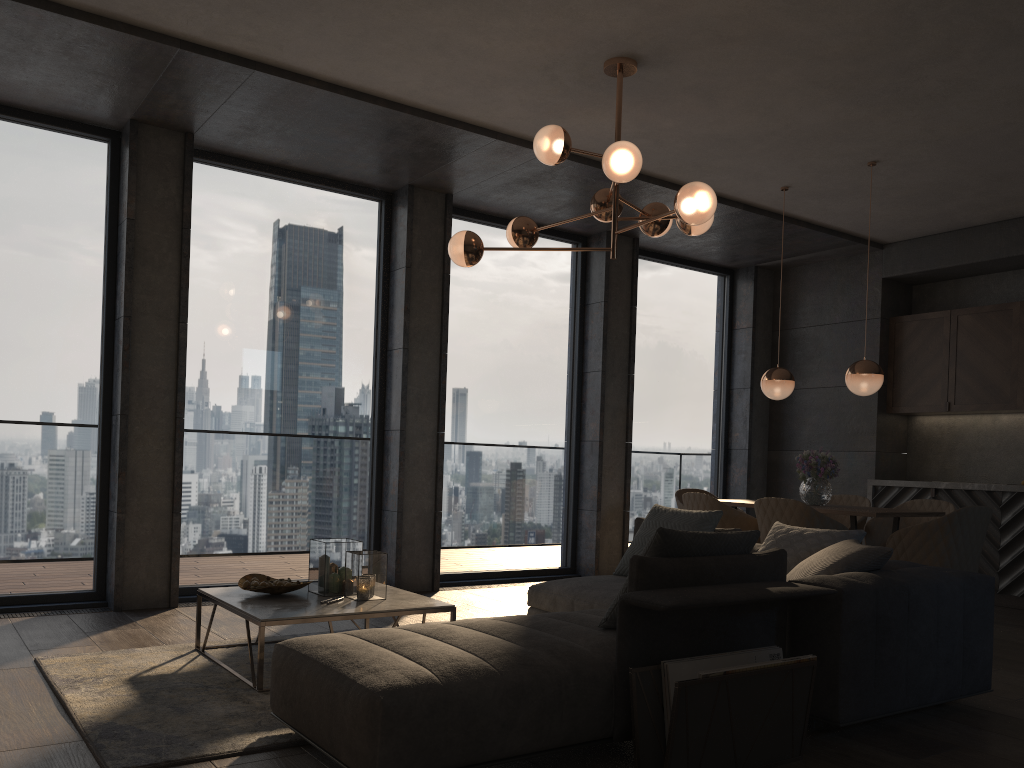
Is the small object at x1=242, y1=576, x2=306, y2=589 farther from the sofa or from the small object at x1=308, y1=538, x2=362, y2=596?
the sofa

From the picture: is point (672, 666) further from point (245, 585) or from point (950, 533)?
point (950, 533)

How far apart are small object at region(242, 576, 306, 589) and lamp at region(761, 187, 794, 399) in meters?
3.7

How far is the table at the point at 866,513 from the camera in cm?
530

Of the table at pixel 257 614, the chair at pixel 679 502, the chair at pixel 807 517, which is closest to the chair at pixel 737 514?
the chair at pixel 807 517

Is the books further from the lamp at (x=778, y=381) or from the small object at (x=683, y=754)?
the lamp at (x=778, y=381)

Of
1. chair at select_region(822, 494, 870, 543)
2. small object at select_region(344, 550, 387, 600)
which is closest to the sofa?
small object at select_region(344, 550, 387, 600)

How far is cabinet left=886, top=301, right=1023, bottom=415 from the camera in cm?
714

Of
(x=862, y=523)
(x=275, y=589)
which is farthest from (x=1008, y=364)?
(x=275, y=589)

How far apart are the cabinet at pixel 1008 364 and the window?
1.5 meters
